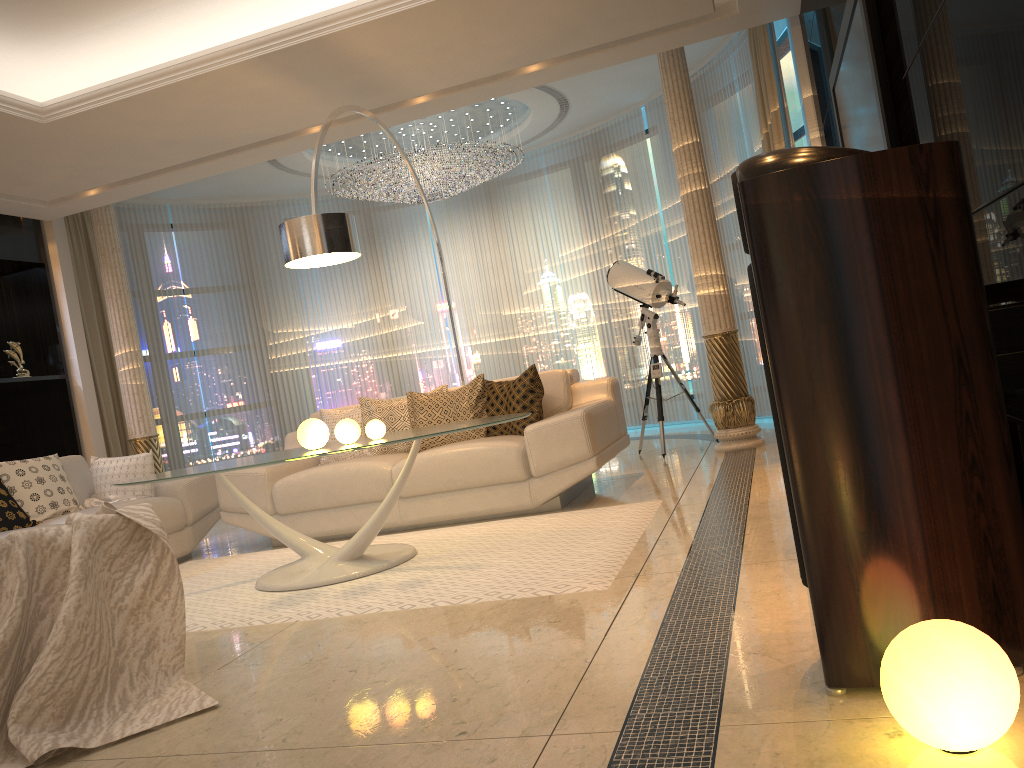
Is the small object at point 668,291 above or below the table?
above

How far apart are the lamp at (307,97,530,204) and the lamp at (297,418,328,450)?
3.9m

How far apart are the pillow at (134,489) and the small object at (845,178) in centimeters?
446cm

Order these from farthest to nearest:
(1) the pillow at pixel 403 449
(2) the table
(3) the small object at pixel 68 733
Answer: (1) the pillow at pixel 403 449
(2) the table
(3) the small object at pixel 68 733

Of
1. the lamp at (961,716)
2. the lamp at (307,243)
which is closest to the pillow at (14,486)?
the lamp at (307,243)

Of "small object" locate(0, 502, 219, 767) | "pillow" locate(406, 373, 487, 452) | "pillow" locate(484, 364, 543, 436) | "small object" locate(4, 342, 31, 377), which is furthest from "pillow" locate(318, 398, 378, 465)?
"small object" locate(4, 342, 31, 377)

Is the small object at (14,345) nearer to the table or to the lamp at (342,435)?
the table

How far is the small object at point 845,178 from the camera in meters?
1.7

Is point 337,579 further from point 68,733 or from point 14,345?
point 14,345

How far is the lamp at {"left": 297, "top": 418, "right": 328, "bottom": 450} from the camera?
→ 3.98m
